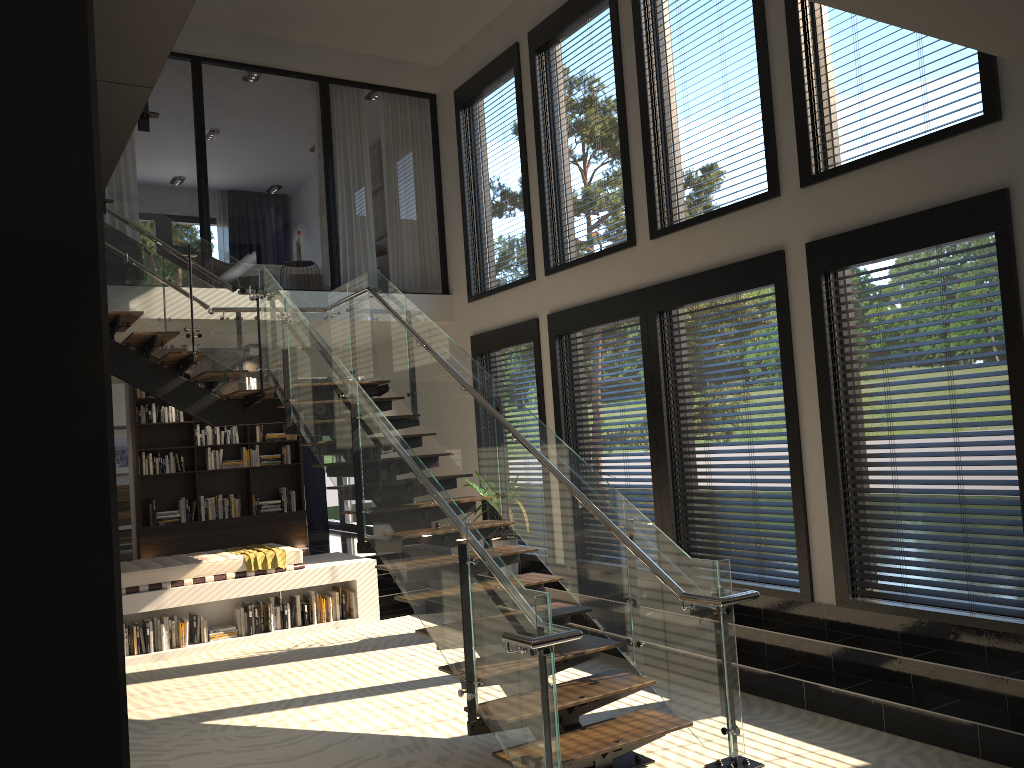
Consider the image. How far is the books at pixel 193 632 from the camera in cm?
842

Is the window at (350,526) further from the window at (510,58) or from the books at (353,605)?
the window at (510,58)

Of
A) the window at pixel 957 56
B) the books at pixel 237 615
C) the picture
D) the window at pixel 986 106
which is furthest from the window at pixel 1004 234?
the picture

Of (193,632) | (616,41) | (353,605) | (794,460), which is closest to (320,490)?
(353,605)

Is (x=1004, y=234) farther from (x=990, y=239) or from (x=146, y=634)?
(x=146, y=634)

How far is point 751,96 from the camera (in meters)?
6.79

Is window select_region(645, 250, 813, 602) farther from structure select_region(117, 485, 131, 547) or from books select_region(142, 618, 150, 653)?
structure select_region(117, 485, 131, 547)

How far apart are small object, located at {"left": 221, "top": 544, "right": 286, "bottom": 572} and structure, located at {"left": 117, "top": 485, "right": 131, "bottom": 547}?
5.4 meters

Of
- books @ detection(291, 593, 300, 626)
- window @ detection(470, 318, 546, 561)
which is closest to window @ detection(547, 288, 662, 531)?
window @ detection(470, 318, 546, 561)

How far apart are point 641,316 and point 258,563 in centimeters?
444cm
